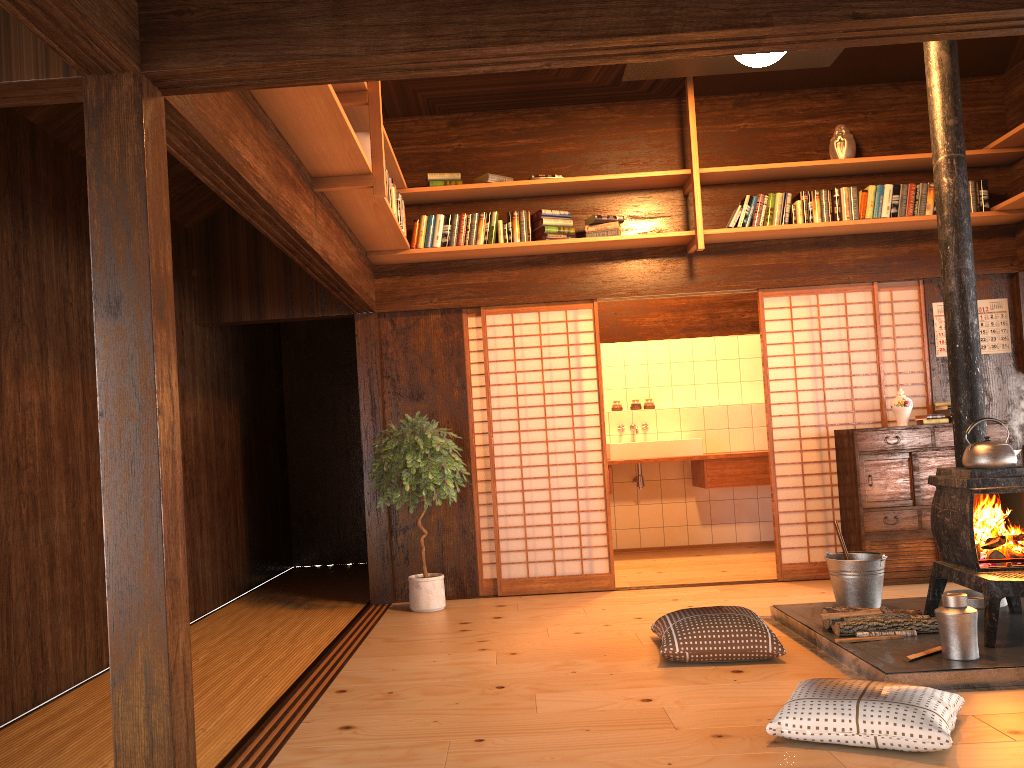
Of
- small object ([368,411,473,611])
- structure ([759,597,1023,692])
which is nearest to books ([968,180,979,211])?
structure ([759,597,1023,692])

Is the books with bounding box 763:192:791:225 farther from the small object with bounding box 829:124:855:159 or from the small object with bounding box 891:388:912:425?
the small object with bounding box 891:388:912:425

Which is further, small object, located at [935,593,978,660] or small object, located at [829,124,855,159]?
small object, located at [829,124,855,159]

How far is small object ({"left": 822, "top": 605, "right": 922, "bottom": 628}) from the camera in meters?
4.3 m

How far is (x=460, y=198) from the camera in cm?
619

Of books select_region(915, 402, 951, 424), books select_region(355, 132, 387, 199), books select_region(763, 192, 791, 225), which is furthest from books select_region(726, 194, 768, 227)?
books select_region(355, 132, 387, 199)

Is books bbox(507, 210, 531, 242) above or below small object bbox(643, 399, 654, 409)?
above

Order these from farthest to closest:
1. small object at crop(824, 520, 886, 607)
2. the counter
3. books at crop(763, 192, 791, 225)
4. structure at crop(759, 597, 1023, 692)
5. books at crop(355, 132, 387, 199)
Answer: the counter
books at crop(763, 192, 791, 225)
small object at crop(824, 520, 886, 607)
books at crop(355, 132, 387, 199)
structure at crop(759, 597, 1023, 692)

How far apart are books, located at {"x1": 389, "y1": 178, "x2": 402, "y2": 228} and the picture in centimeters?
382cm

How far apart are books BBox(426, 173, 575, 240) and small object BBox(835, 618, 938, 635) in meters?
3.1 m
